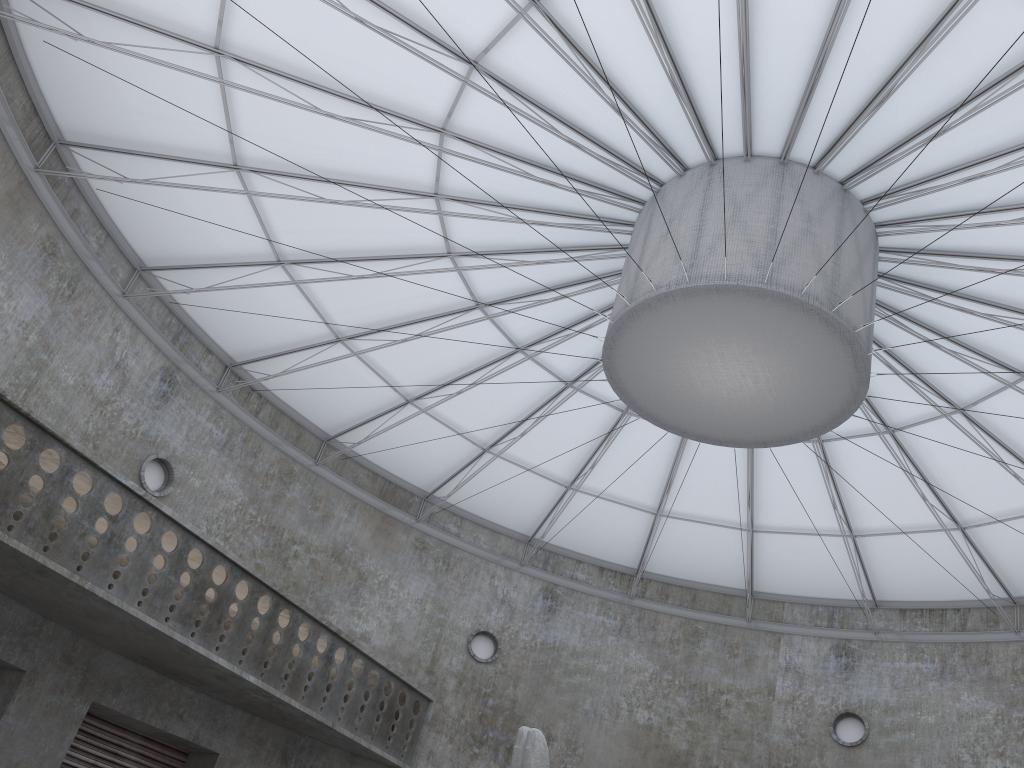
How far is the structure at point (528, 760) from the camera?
17.6m

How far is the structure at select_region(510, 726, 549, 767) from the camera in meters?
17.6 m

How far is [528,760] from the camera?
17.6 meters
